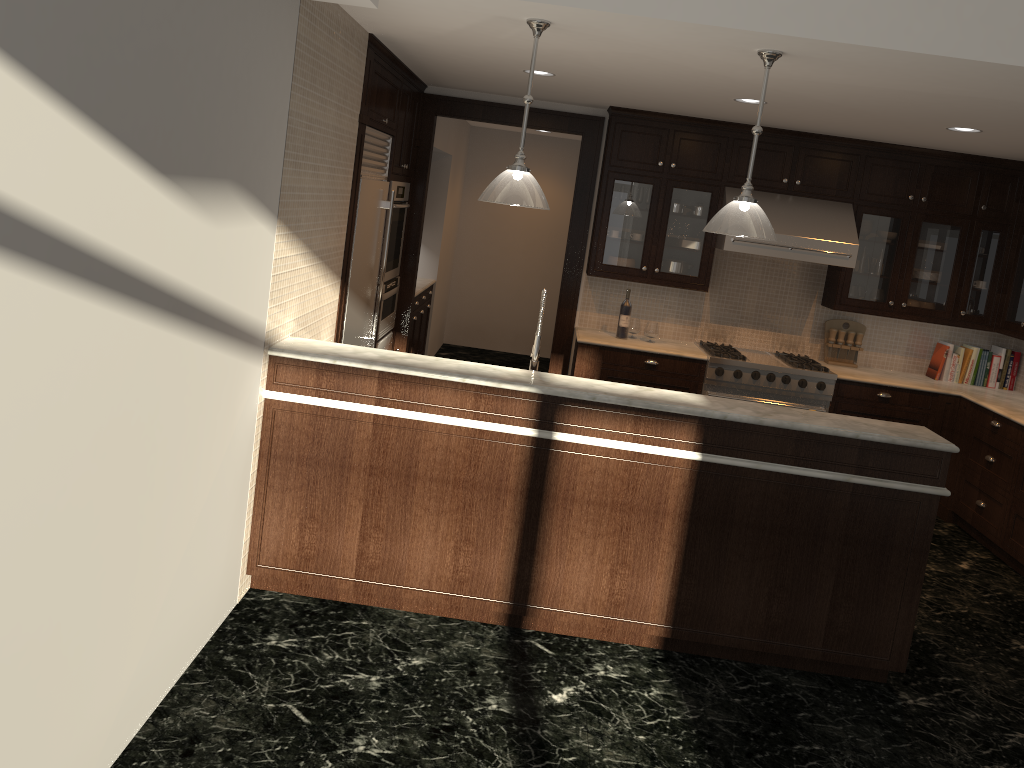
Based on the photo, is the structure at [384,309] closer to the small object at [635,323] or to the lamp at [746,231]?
the small object at [635,323]

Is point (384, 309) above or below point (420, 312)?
above

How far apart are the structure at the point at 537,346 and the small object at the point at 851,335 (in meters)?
3.63

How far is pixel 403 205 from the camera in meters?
6.1 m

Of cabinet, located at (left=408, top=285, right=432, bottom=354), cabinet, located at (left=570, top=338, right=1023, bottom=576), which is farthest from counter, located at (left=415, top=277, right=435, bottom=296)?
cabinet, located at (left=570, top=338, right=1023, bottom=576)

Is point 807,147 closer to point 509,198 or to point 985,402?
point 985,402

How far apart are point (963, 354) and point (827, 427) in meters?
3.7 m

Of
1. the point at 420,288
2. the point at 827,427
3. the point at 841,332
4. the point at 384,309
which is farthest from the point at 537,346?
the point at 420,288

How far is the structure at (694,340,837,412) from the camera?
6.2 meters

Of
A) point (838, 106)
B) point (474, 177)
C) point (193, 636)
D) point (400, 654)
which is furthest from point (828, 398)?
point (474, 177)
